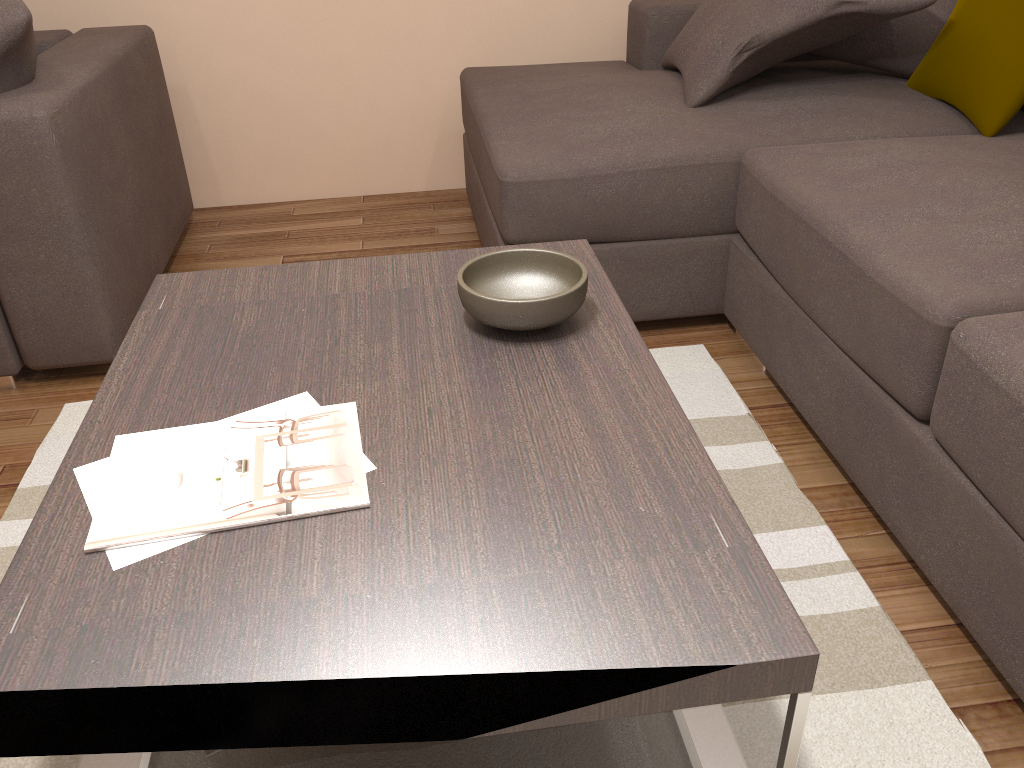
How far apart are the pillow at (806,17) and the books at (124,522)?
1.74m

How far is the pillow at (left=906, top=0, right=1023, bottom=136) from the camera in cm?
234

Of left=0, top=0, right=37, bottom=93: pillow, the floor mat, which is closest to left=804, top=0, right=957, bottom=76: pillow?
the floor mat

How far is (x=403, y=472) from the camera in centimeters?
115cm

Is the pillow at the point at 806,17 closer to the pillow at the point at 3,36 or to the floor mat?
the floor mat

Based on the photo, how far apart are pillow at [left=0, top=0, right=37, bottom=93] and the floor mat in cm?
83

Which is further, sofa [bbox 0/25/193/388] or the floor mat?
sofa [bbox 0/25/193/388]

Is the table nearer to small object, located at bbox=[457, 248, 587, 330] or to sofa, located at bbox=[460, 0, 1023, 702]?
small object, located at bbox=[457, 248, 587, 330]

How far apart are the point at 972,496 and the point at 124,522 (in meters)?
1.32

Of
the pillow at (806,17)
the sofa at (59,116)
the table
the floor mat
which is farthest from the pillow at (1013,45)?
the sofa at (59,116)
